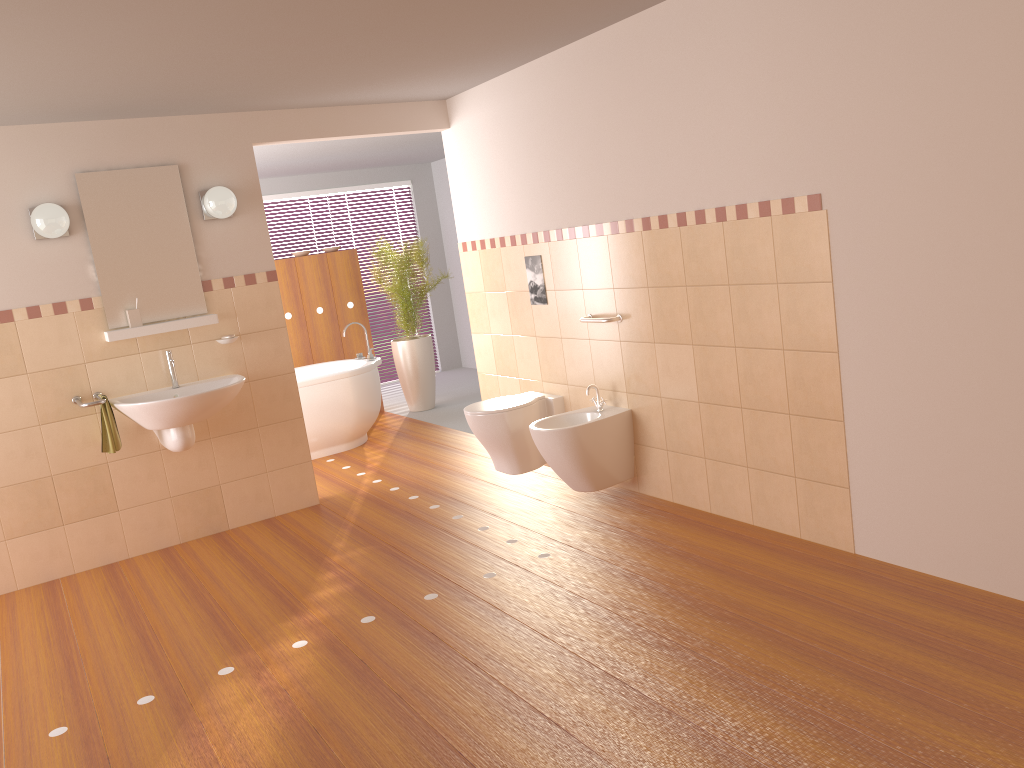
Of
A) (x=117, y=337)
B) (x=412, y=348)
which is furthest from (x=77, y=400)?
(x=412, y=348)

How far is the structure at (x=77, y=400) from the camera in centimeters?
441cm

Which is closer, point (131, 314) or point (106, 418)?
point (106, 418)

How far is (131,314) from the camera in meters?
4.6

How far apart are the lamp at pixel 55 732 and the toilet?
2.3m

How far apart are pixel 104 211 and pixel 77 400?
1.0 meters

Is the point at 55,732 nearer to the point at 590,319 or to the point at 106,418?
the point at 106,418

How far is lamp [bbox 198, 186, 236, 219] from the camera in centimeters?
466cm

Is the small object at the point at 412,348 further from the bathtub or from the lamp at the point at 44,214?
the lamp at the point at 44,214

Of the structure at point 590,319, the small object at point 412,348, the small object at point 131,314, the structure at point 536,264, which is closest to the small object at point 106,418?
the small object at point 131,314
